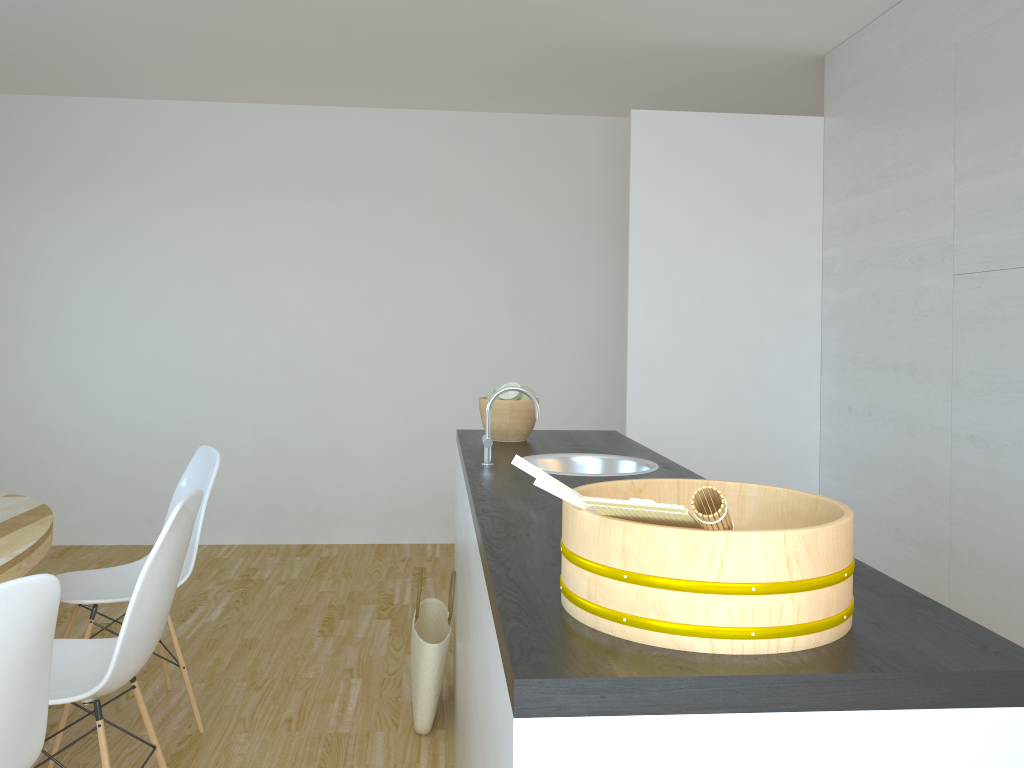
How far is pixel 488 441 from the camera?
2.4 meters

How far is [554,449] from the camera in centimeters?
278cm

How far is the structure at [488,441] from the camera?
2.4 meters

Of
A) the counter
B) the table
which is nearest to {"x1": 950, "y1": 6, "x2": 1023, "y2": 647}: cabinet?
the counter

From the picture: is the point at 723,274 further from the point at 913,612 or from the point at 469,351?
the point at 913,612

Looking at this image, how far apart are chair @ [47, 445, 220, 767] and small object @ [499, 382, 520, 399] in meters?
1.0

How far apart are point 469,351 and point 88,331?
2.3m

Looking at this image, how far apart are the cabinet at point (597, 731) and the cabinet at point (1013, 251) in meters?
1.8 m

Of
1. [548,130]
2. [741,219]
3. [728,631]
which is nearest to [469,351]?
[548,130]

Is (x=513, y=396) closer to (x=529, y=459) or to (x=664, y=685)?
(x=529, y=459)
